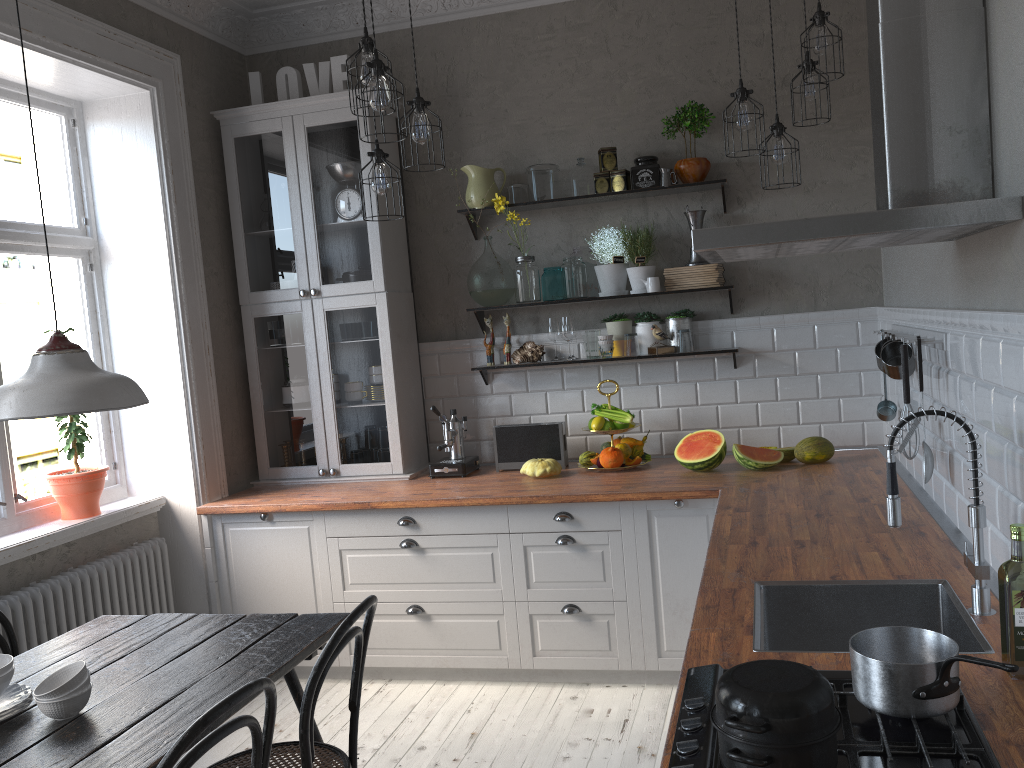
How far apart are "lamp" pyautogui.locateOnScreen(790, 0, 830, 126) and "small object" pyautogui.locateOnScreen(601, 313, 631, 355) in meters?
1.3

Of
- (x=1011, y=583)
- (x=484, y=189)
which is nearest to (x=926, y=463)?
(x=1011, y=583)

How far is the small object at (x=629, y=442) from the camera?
4.2 meters

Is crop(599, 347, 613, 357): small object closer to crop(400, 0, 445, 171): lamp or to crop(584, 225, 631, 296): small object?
crop(584, 225, 631, 296): small object

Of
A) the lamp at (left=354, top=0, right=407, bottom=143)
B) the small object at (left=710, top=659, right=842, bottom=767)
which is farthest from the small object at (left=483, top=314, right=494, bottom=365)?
the small object at (left=710, top=659, right=842, bottom=767)

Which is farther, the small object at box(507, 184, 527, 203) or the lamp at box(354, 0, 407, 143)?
the small object at box(507, 184, 527, 203)

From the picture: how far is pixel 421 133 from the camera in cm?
Result: 313

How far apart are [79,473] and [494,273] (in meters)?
2.07

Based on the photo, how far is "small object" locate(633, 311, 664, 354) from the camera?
4.3 meters

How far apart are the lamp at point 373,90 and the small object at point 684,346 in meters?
1.9 m
